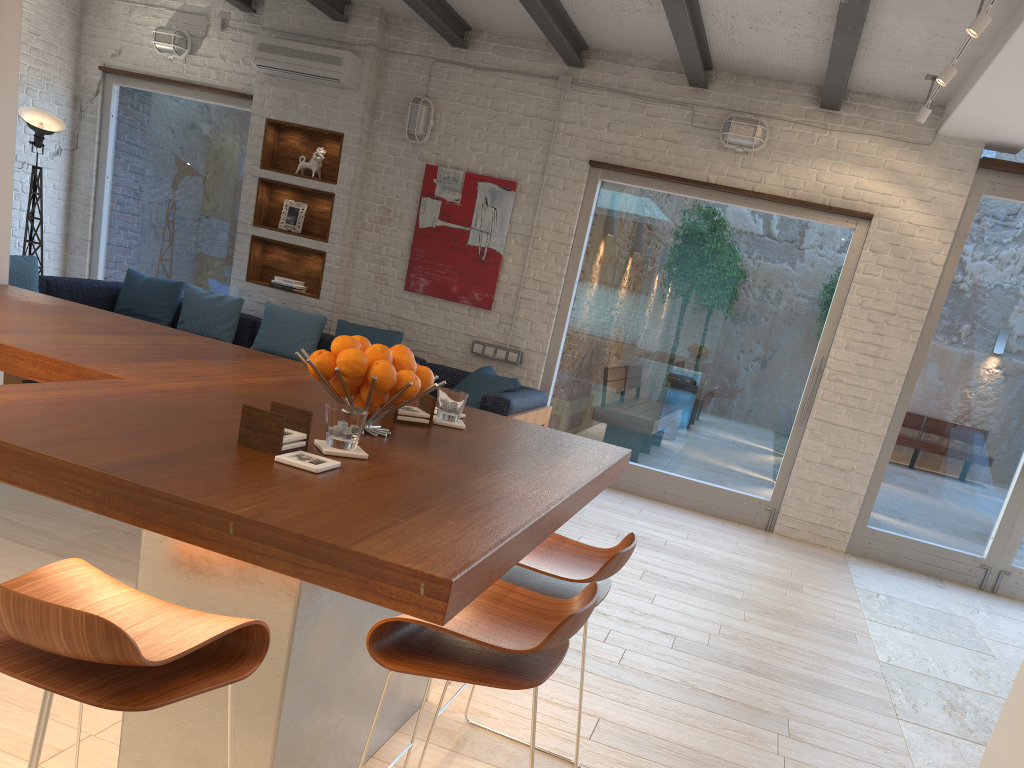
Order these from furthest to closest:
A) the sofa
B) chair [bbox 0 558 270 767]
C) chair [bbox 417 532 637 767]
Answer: A: 1. the sofa
2. chair [bbox 417 532 637 767]
3. chair [bbox 0 558 270 767]

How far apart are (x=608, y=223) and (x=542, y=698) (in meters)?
4.58

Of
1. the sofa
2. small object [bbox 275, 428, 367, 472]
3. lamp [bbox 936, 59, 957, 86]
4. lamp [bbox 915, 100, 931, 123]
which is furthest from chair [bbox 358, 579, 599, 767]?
lamp [bbox 915, 100, 931, 123]

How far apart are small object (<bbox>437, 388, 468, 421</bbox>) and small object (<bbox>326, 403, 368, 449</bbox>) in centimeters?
60cm

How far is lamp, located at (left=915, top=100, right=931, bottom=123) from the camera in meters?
5.4 m

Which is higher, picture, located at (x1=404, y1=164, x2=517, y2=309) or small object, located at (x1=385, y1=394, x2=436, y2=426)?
picture, located at (x1=404, y1=164, x2=517, y2=309)

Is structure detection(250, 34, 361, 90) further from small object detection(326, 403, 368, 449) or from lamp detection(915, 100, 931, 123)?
small object detection(326, 403, 368, 449)

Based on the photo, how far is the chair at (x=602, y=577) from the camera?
2.1 meters

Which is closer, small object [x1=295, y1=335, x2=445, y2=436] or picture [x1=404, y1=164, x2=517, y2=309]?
small object [x1=295, y1=335, x2=445, y2=436]

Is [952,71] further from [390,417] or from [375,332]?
[375,332]
